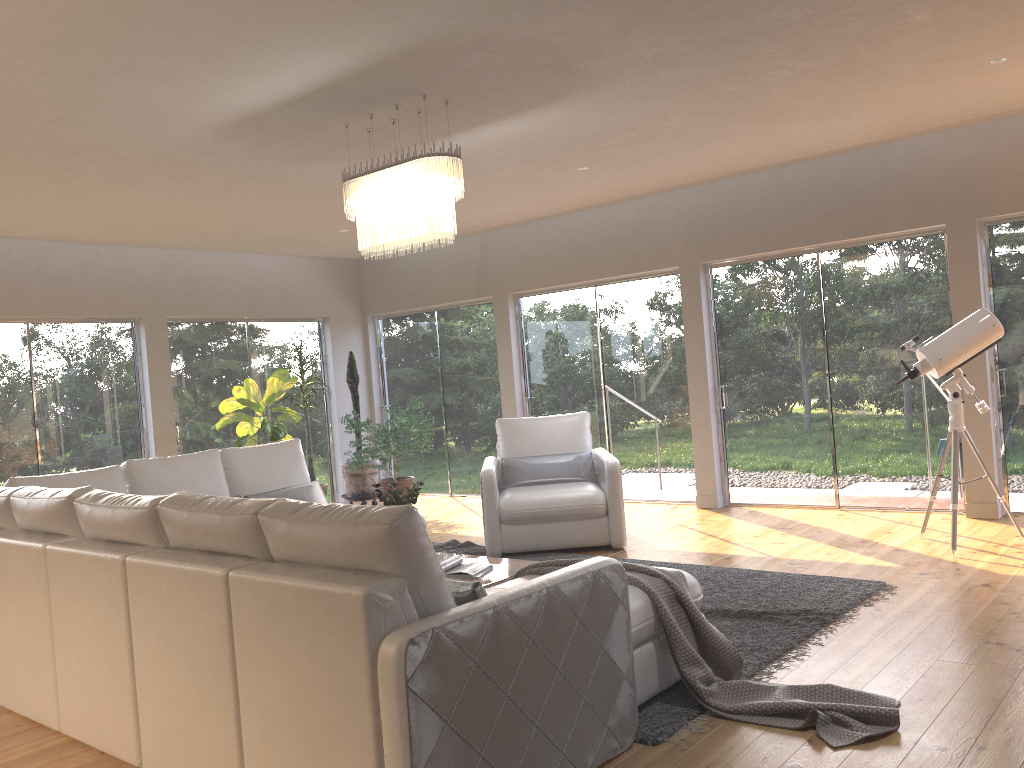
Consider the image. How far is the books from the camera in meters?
4.4 m

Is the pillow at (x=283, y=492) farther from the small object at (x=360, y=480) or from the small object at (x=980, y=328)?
the small object at (x=980, y=328)

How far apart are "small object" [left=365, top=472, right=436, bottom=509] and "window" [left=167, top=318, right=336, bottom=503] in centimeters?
465cm

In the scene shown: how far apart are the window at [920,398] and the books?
3.8m

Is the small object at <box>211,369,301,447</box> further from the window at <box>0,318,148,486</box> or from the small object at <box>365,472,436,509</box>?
the small object at <box>365,472,436,509</box>

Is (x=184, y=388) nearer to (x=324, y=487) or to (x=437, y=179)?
(x=324, y=487)

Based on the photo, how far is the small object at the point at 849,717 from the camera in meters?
3.0

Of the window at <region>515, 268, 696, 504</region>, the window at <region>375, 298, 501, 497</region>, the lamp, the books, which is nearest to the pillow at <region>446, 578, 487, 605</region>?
the books

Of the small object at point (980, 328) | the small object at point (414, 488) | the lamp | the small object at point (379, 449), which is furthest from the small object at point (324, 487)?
the small object at point (980, 328)

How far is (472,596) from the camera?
2.6m
